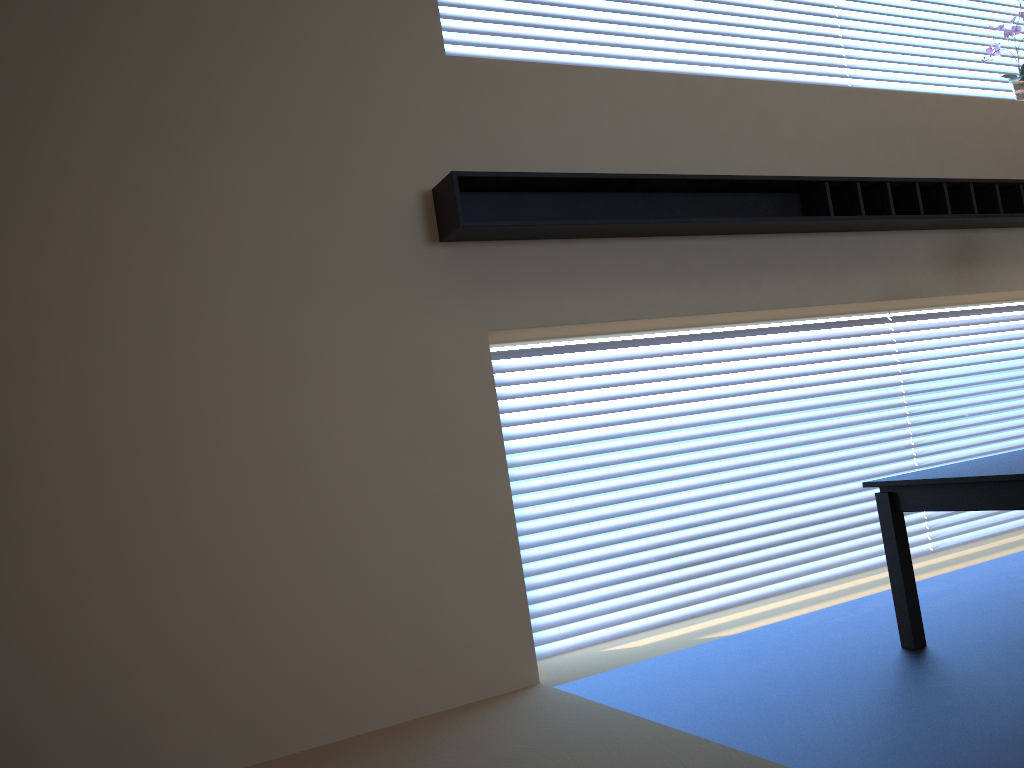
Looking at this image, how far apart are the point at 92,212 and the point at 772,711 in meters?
2.7

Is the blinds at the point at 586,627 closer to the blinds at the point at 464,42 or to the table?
the table

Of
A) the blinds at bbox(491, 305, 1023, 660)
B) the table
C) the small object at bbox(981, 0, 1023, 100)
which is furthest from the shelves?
the table

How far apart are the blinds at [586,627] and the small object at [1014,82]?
1.3 meters

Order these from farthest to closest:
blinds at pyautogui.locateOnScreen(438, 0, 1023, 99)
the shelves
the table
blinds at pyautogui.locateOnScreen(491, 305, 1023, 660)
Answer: blinds at pyautogui.locateOnScreen(438, 0, 1023, 99), blinds at pyautogui.locateOnScreen(491, 305, 1023, 660), the shelves, the table

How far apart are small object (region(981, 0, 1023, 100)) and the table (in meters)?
3.02

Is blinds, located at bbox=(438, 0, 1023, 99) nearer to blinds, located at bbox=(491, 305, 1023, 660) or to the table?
blinds, located at bbox=(491, 305, 1023, 660)

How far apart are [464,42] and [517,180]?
0.99m

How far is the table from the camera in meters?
2.8

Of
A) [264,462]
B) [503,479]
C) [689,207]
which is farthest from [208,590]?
[689,207]
